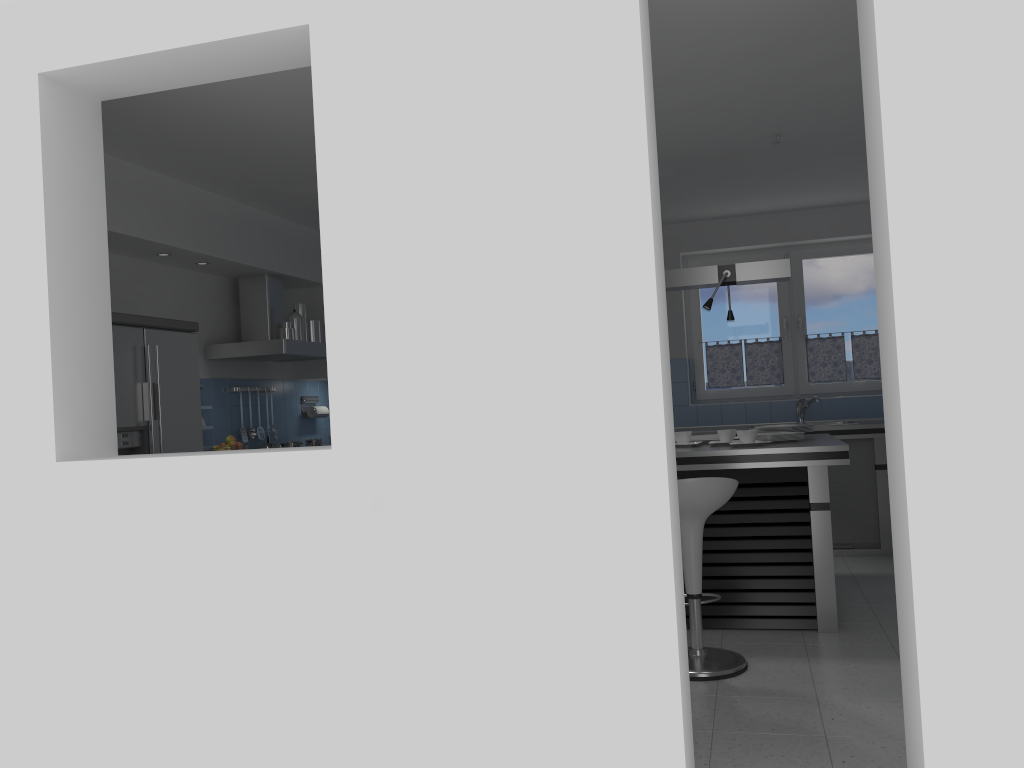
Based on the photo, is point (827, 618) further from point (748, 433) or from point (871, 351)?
point (871, 351)

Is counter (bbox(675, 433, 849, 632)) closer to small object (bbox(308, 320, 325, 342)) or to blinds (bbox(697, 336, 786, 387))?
blinds (bbox(697, 336, 786, 387))

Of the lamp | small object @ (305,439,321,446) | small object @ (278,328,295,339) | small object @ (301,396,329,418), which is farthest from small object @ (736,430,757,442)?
small object @ (301,396,329,418)

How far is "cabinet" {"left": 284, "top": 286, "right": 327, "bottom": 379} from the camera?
7.21m

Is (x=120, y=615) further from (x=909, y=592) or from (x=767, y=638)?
(x=767, y=638)

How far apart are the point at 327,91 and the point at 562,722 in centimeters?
198cm

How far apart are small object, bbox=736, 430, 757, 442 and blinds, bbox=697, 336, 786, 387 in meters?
2.8

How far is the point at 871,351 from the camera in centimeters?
735cm

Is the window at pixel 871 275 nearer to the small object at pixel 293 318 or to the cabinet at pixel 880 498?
the cabinet at pixel 880 498

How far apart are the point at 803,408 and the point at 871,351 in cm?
87
